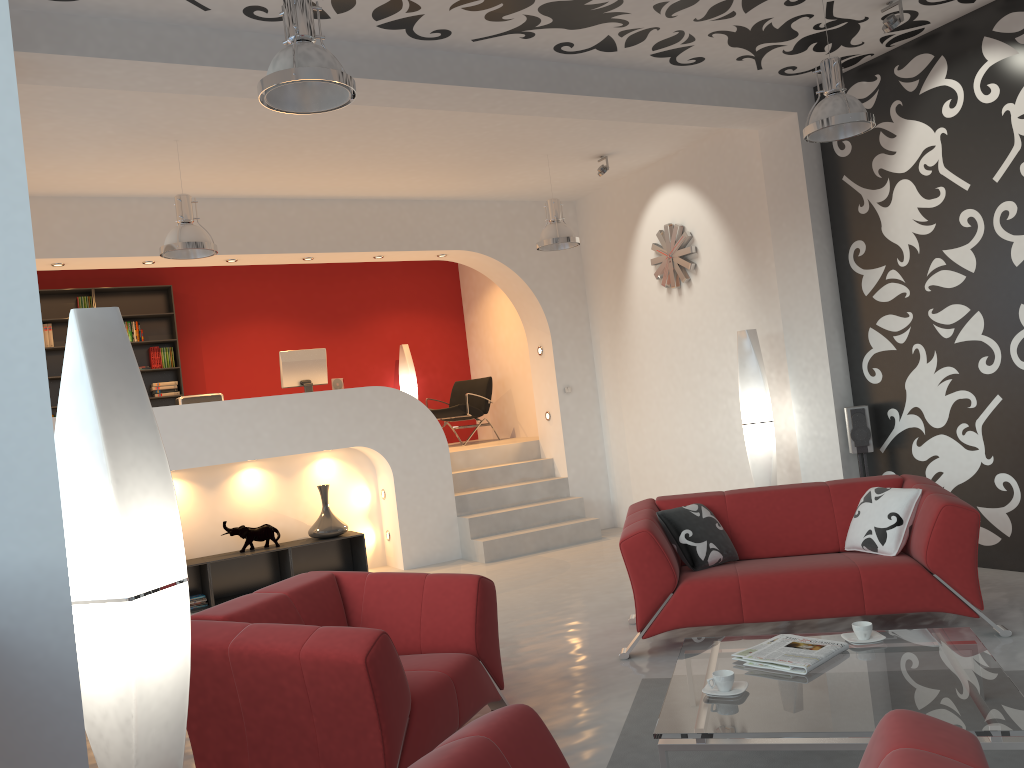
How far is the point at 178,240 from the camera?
5.9m

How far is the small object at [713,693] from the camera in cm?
315

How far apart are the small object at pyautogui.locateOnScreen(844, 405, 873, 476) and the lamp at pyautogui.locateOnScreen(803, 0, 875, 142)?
2.05m

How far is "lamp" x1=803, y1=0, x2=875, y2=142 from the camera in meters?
4.8 m

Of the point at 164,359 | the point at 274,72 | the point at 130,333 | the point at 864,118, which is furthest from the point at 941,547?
the point at 130,333

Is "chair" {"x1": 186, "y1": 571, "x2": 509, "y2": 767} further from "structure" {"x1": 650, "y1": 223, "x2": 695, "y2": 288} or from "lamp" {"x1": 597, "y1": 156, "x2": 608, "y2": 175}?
"lamp" {"x1": 597, "y1": 156, "x2": 608, "y2": 175}

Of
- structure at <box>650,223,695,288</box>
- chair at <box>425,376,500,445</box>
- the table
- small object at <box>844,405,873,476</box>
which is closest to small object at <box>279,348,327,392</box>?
chair at <box>425,376,500,445</box>

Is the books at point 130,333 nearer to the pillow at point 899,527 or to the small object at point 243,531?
the small object at point 243,531

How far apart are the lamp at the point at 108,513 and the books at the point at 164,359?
8.3m

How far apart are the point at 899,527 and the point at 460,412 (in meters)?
6.44
